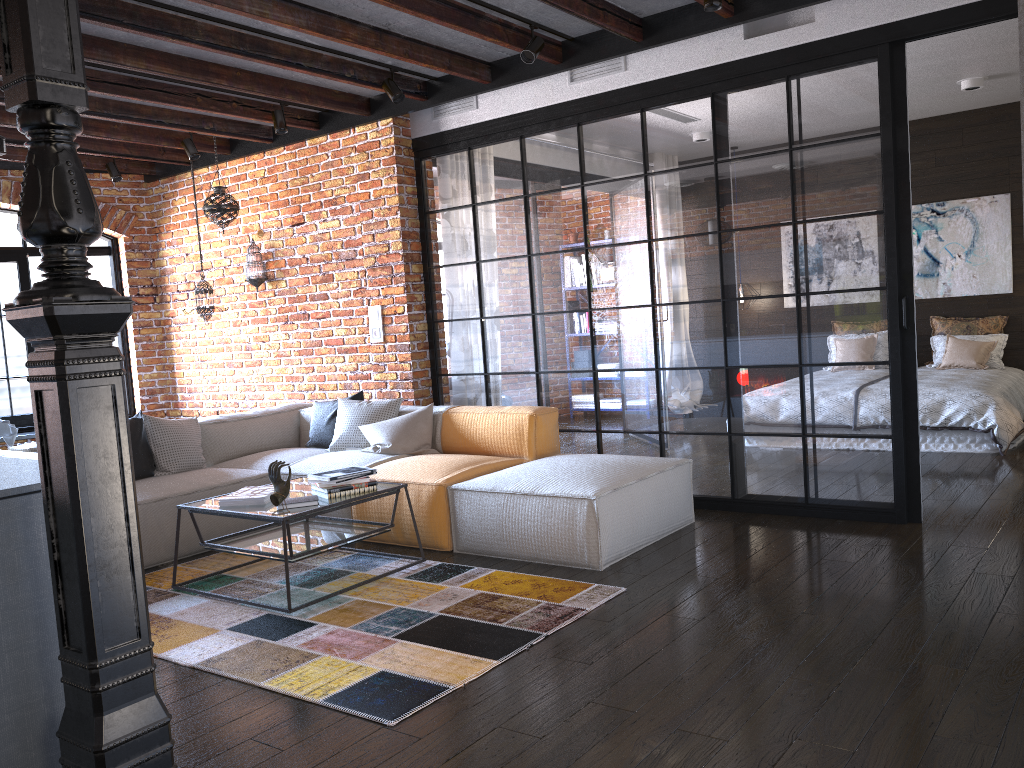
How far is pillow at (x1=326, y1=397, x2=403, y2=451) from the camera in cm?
561

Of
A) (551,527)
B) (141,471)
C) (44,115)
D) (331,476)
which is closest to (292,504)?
(331,476)

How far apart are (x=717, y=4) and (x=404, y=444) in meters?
2.9

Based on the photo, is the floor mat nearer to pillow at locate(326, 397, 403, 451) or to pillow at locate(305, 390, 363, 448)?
pillow at locate(326, 397, 403, 451)

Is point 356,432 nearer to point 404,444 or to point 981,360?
point 404,444

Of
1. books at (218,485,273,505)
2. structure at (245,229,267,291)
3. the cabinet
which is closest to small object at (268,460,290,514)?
books at (218,485,273,505)

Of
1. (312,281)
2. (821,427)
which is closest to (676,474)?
(821,427)

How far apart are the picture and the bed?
0.8m

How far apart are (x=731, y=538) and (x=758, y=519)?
0.4m

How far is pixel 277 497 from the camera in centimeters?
376cm
